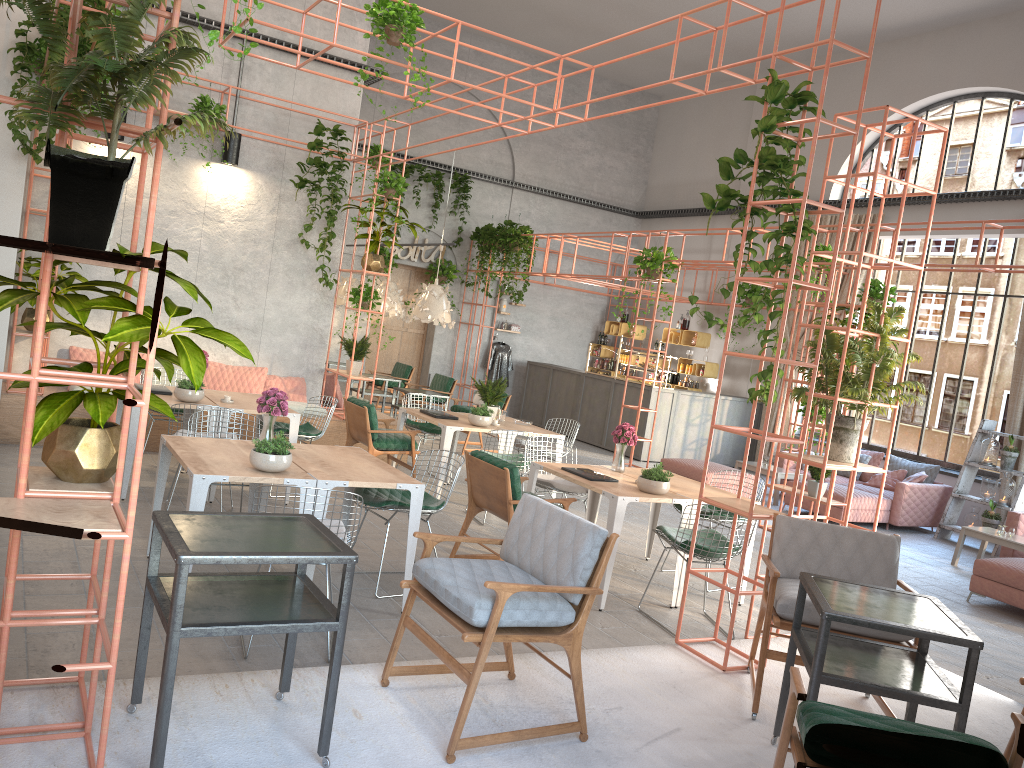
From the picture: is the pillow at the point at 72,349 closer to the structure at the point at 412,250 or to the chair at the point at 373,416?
the chair at the point at 373,416

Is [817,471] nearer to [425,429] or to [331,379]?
[425,429]

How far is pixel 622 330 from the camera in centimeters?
1826cm

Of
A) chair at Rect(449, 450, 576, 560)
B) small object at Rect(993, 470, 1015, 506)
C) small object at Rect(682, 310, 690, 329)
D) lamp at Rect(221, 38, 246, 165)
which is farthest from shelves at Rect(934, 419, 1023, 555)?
lamp at Rect(221, 38, 246, 165)

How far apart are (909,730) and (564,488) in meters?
4.7 m

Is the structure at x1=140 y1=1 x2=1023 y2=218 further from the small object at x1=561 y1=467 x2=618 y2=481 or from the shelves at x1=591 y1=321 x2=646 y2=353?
the small object at x1=561 y1=467 x2=618 y2=481

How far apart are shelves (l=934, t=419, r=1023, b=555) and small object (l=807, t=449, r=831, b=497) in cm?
269

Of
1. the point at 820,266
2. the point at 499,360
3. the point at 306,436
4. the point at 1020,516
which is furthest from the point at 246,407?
the point at 499,360

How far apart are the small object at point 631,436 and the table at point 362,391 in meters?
6.9 m

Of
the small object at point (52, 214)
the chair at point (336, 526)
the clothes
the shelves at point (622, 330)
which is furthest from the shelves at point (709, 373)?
the small object at point (52, 214)
